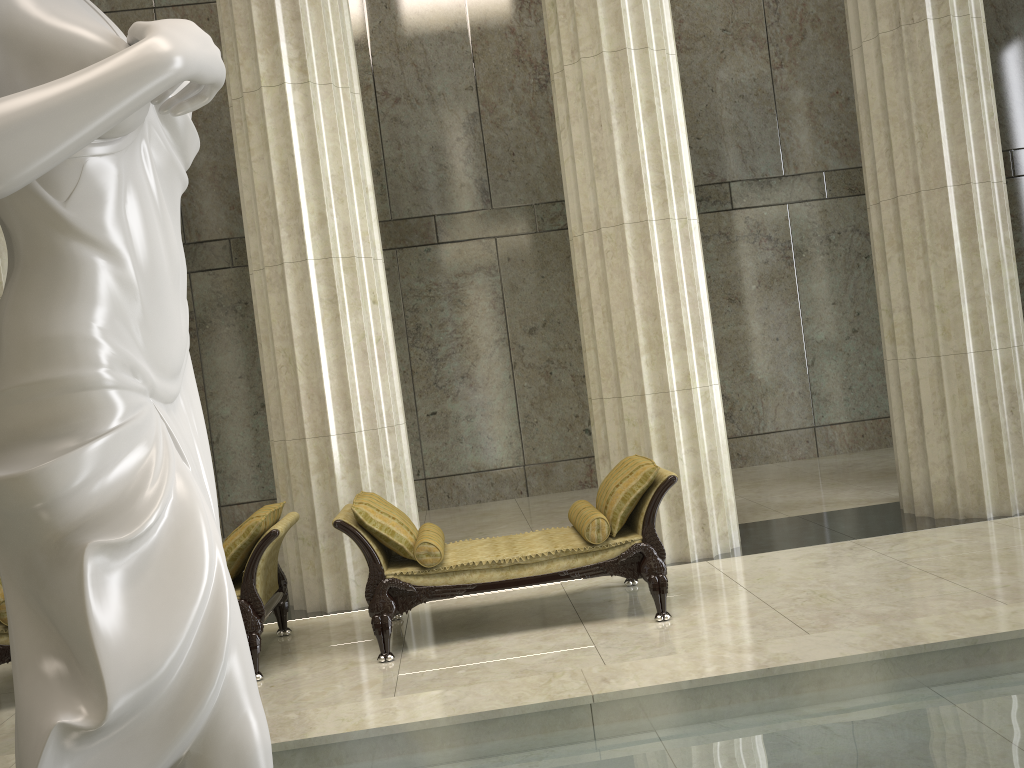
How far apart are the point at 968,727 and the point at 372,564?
3.3m

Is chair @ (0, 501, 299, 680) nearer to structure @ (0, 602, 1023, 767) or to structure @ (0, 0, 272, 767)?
structure @ (0, 602, 1023, 767)

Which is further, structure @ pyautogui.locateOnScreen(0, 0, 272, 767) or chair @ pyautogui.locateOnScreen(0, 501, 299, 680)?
chair @ pyautogui.locateOnScreen(0, 501, 299, 680)

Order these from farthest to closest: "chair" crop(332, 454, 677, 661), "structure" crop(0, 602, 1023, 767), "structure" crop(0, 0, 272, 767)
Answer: "chair" crop(332, 454, 677, 661), "structure" crop(0, 602, 1023, 767), "structure" crop(0, 0, 272, 767)

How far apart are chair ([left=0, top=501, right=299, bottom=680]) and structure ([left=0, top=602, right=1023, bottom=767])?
1.6 meters

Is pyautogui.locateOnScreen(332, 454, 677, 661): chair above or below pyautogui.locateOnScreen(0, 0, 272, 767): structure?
below

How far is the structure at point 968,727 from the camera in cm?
310

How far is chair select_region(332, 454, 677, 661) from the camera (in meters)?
5.38

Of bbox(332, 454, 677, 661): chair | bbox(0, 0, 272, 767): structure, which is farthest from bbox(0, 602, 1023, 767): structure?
bbox(0, 0, 272, 767): structure

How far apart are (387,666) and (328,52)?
4.5 meters
